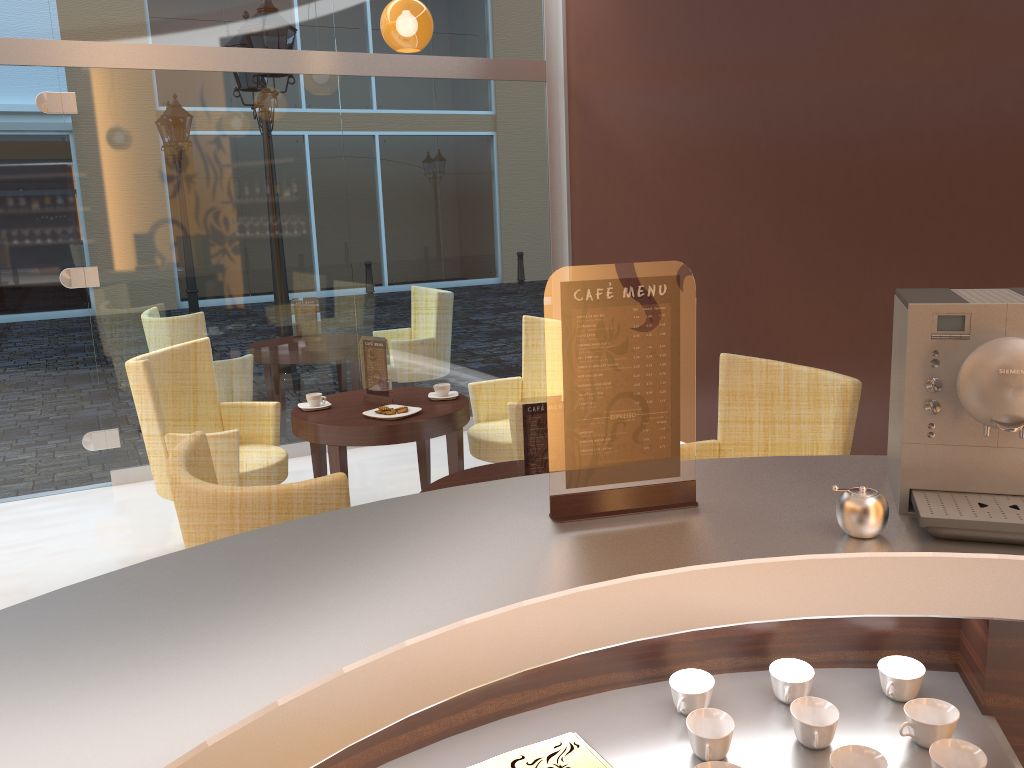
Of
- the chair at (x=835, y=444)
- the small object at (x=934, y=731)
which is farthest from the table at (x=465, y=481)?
the small object at (x=934, y=731)

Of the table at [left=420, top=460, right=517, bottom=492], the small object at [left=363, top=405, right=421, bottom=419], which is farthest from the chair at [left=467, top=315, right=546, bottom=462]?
the table at [left=420, top=460, right=517, bottom=492]

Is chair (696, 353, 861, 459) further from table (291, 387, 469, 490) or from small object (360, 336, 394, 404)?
small object (360, 336, 394, 404)

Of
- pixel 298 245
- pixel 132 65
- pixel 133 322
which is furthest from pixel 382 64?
pixel 133 322

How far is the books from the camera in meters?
1.3

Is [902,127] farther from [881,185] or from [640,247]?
[640,247]

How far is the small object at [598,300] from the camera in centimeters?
142cm

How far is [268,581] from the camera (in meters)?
1.26

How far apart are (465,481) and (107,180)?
3.5m

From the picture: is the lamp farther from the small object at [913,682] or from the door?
the small object at [913,682]
